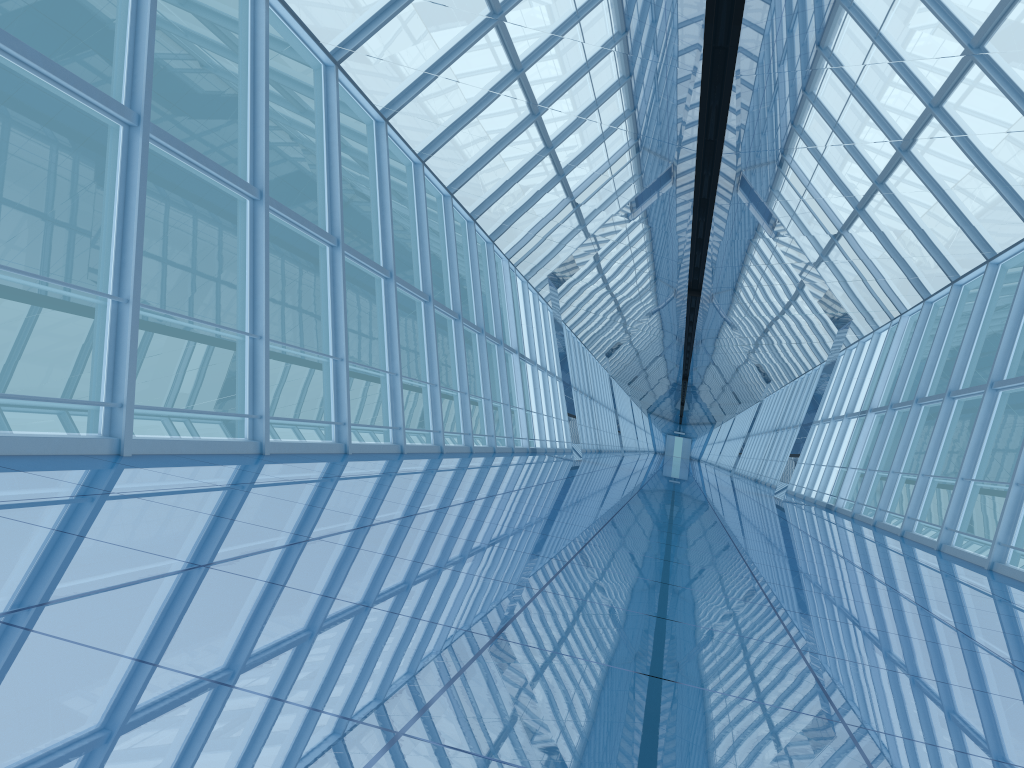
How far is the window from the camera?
7.7 meters

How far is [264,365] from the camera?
7.7m

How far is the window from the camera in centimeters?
772cm
